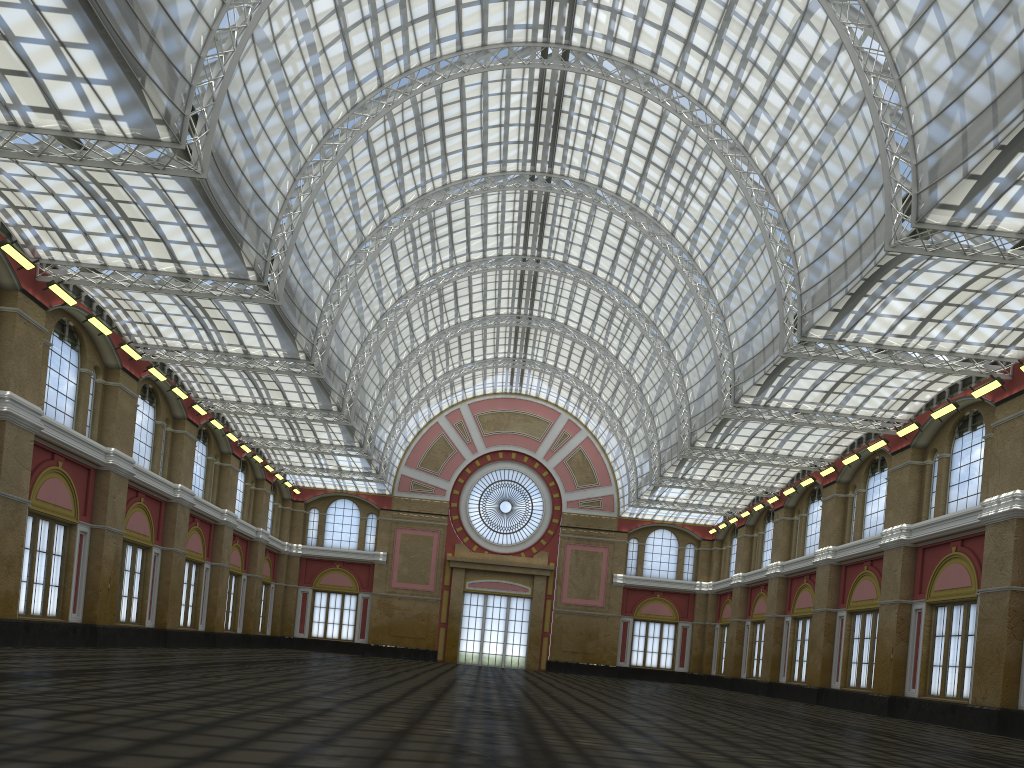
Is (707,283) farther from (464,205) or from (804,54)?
(464,205)
